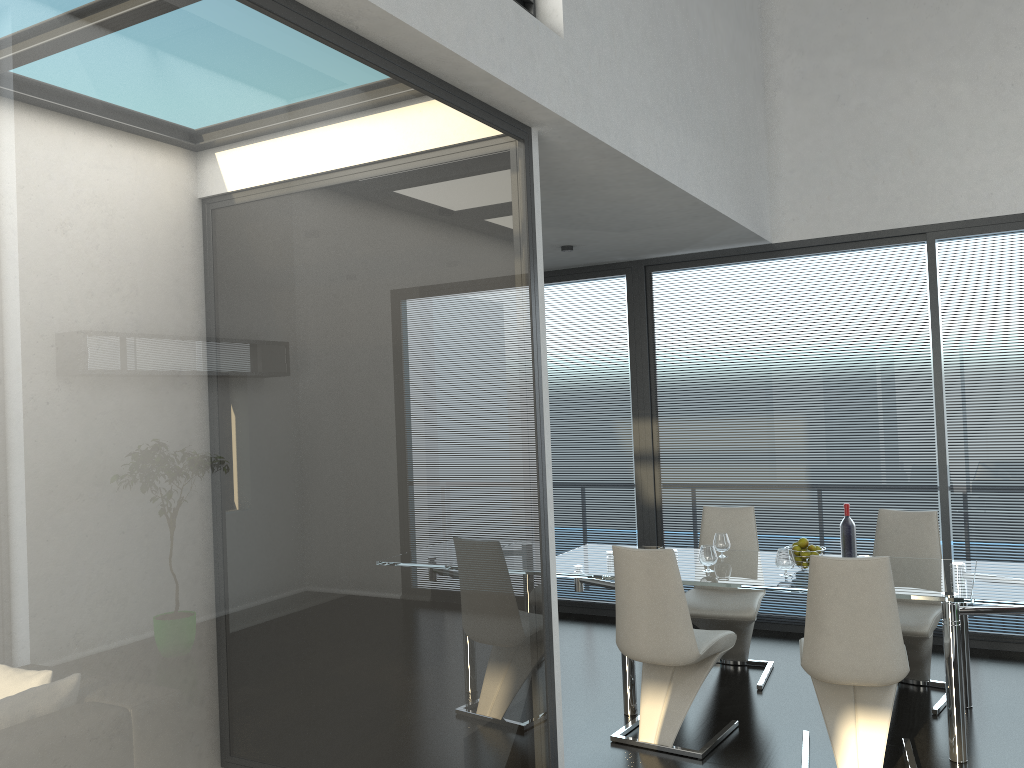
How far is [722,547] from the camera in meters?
5.0 m

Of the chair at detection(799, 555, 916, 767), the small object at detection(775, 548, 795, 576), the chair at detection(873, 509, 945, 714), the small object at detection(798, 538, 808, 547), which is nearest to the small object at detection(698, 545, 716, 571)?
the small object at detection(775, 548, 795, 576)

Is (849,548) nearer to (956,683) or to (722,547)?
(722,547)

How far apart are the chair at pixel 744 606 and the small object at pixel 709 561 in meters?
0.5

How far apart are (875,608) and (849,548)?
0.9m

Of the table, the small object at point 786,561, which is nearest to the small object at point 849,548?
the table

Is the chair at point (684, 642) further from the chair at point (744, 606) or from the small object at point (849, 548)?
the small object at point (849, 548)

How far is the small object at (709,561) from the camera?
4.6 meters

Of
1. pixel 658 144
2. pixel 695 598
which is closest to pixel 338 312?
pixel 658 144

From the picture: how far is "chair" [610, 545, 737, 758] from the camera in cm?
411
